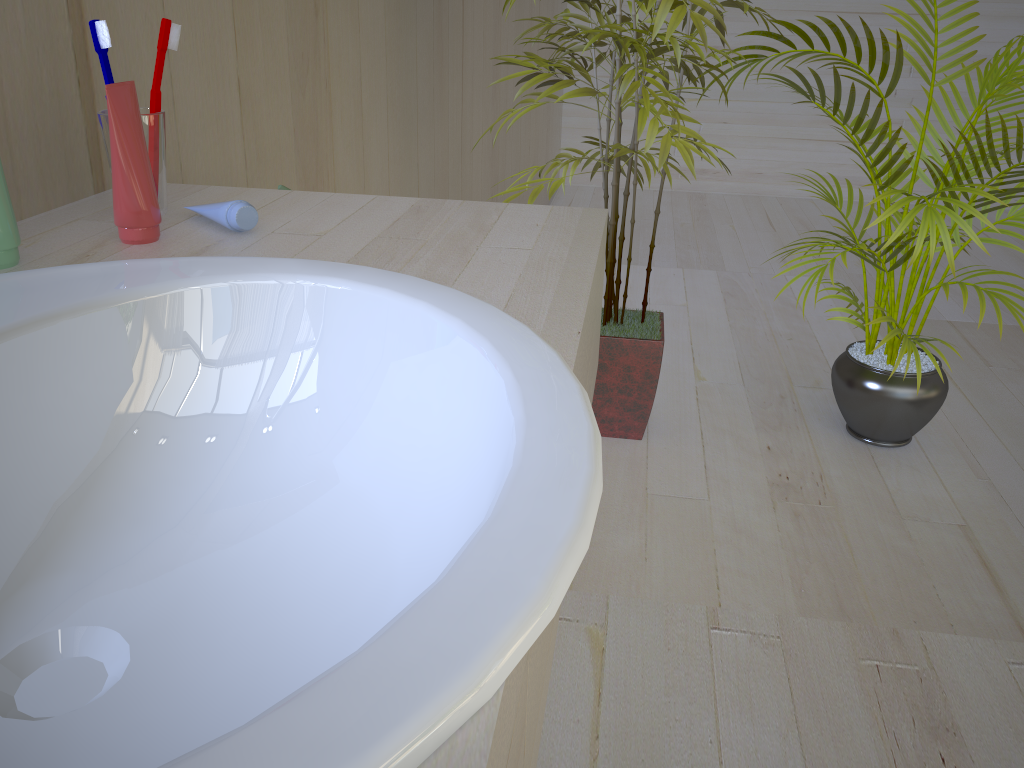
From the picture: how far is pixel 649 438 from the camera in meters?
2.1 m

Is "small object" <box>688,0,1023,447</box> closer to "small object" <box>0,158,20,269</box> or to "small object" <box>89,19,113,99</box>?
"small object" <box>89,19,113,99</box>

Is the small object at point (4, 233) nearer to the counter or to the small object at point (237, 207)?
the counter

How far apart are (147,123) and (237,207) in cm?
12

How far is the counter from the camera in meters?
0.4 m

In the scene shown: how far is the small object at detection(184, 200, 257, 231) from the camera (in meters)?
0.77

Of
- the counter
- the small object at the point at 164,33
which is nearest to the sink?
the counter

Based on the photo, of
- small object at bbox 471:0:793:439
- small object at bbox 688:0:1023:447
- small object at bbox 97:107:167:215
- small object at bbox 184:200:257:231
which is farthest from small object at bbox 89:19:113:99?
small object at bbox 688:0:1023:447

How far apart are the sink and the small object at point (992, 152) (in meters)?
1.30

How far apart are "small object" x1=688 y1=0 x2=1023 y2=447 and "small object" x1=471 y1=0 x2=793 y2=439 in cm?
9
